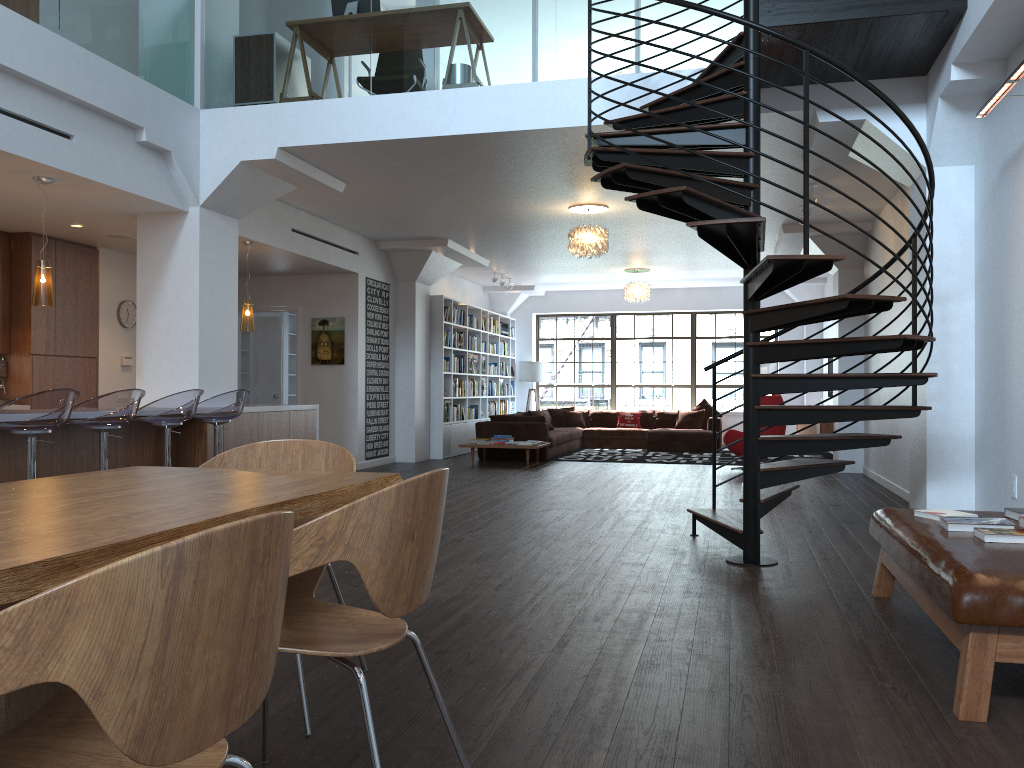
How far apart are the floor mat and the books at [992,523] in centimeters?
894cm

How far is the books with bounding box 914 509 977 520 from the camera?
3.9 meters

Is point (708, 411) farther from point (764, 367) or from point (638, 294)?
point (638, 294)

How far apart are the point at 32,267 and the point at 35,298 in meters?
2.5 m

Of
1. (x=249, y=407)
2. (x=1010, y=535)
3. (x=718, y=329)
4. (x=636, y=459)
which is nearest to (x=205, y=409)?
(x=249, y=407)

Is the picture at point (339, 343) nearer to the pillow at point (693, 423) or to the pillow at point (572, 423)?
the pillow at point (572, 423)

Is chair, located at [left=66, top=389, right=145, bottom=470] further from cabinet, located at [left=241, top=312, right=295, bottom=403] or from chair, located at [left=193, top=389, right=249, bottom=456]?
cabinet, located at [left=241, top=312, right=295, bottom=403]

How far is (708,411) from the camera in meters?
15.8

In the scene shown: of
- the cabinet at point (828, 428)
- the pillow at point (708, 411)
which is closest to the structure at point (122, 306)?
the cabinet at point (828, 428)

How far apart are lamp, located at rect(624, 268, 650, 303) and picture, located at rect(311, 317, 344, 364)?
5.1 meters
